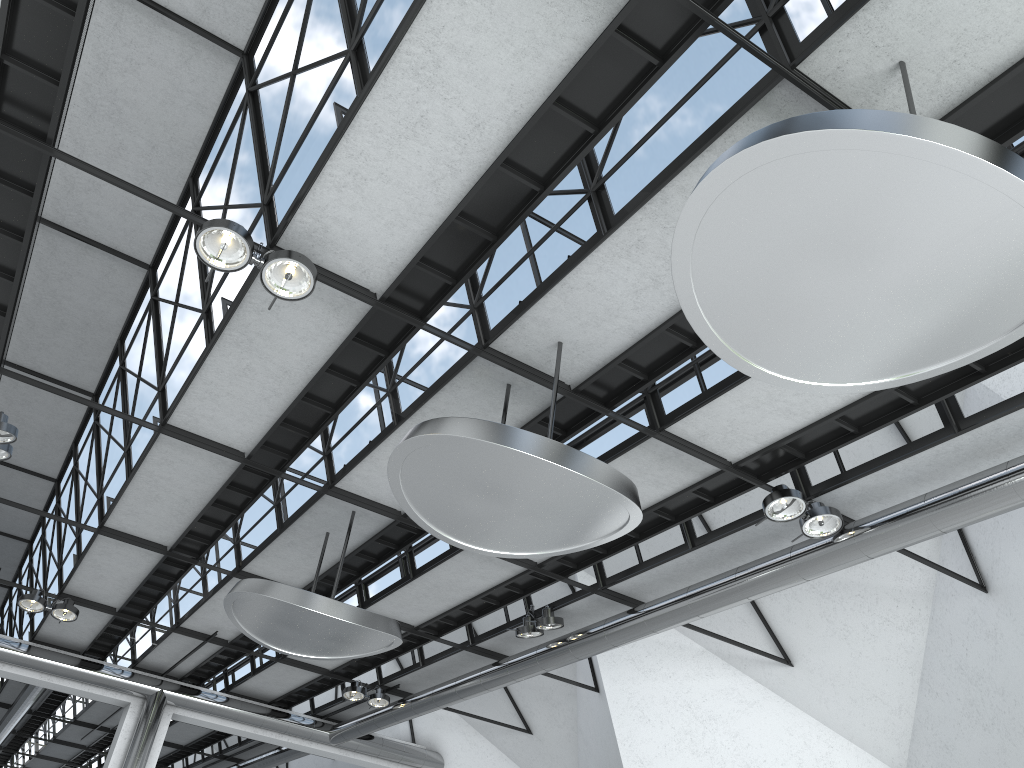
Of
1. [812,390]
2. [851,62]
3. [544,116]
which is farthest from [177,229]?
[851,62]
